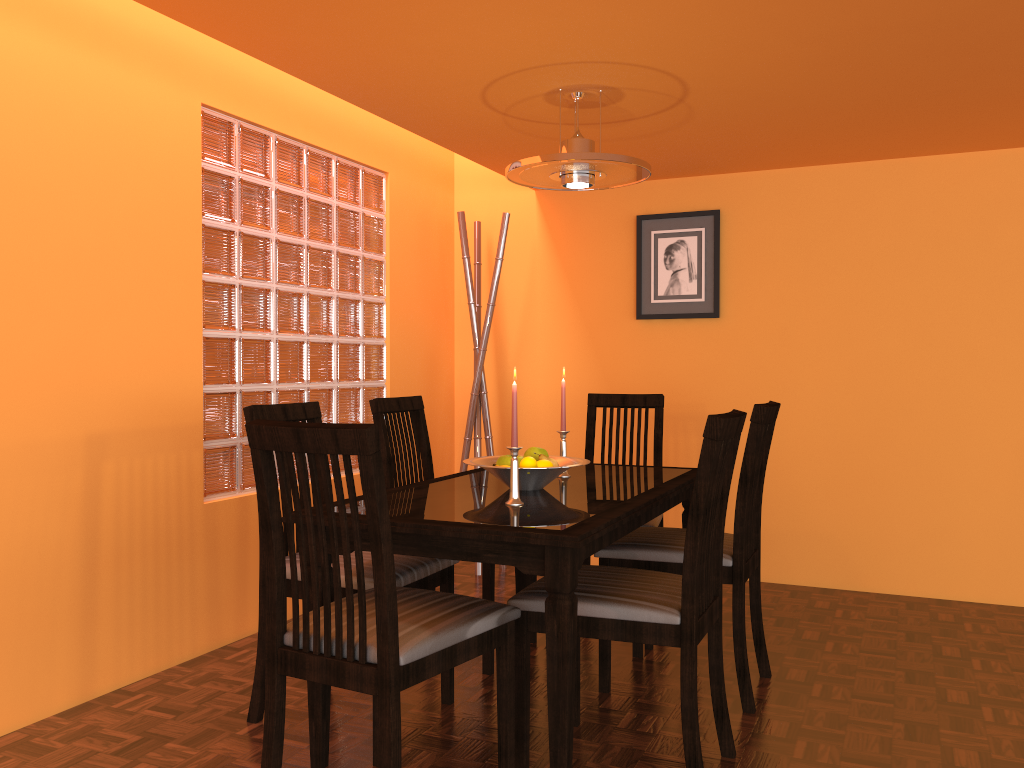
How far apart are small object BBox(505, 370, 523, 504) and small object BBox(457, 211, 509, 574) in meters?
1.8 m

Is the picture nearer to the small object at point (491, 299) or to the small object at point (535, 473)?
the small object at point (491, 299)

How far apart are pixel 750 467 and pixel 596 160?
0.9 meters

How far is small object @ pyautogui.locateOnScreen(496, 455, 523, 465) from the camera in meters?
2.3

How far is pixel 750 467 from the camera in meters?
2.3 m

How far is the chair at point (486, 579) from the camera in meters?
2.6 m

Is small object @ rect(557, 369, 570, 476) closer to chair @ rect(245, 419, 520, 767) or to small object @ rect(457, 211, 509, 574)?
chair @ rect(245, 419, 520, 767)

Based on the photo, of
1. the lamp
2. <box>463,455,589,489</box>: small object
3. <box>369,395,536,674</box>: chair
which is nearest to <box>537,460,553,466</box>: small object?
<box>463,455,589,489</box>: small object

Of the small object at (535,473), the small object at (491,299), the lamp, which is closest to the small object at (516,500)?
the small object at (535,473)

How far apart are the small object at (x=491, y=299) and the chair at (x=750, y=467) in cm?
121
